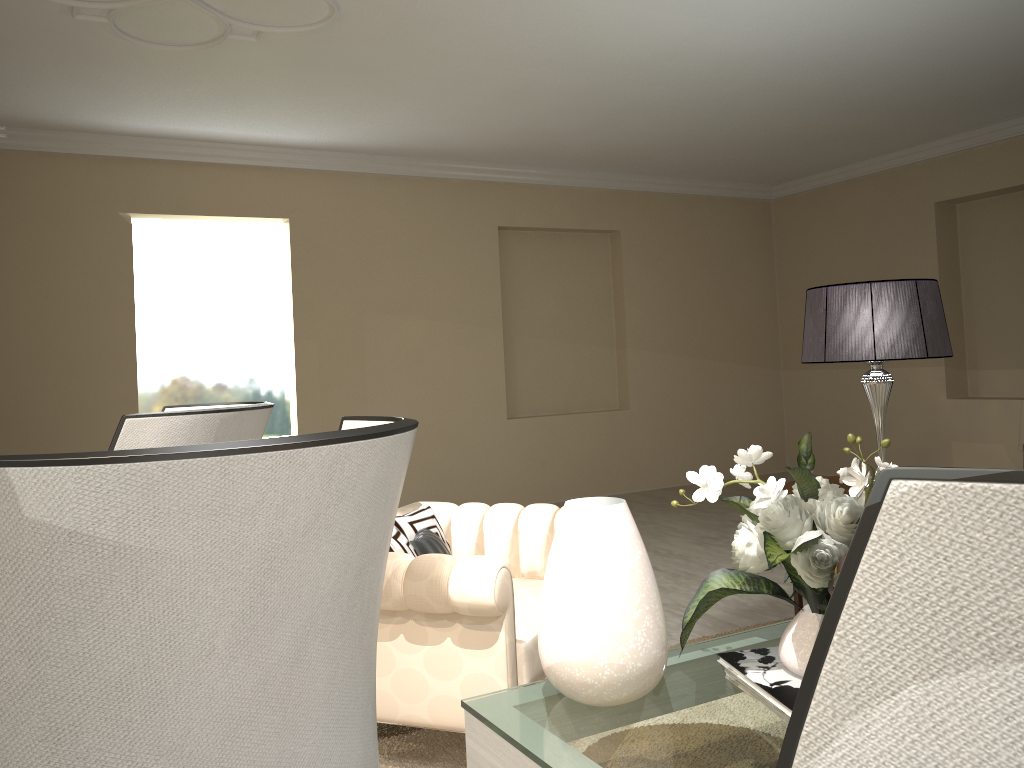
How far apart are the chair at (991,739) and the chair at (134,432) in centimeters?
105cm

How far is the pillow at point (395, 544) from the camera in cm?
225

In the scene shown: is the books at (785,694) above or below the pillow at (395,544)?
below

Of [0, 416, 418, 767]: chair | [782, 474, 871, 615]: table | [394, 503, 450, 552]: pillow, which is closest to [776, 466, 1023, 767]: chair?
[0, 416, 418, 767]: chair

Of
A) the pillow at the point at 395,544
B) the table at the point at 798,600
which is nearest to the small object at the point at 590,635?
the pillow at the point at 395,544

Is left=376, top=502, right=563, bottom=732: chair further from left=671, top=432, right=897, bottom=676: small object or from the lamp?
the lamp

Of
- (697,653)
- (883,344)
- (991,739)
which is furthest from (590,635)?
(883,344)

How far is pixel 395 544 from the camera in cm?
225

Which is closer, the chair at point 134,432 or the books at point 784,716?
the chair at point 134,432

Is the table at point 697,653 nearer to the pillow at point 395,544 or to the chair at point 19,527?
the pillow at point 395,544
